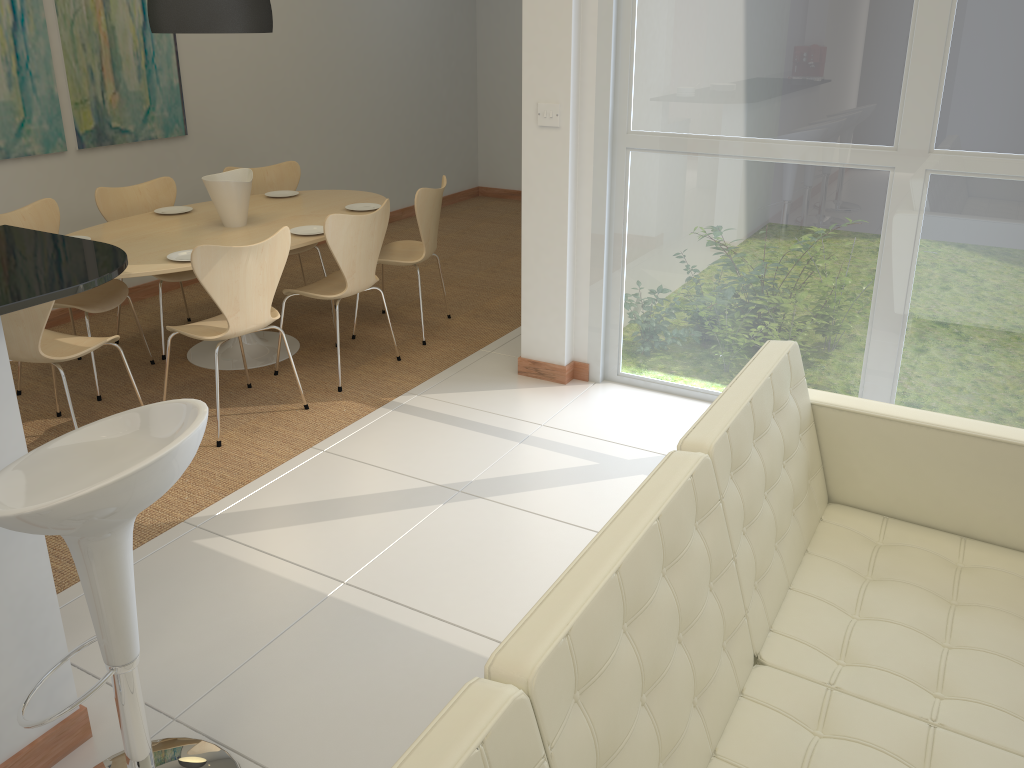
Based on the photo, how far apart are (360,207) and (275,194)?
0.73m

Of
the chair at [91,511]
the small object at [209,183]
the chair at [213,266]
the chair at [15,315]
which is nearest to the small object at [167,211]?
the small object at [209,183]

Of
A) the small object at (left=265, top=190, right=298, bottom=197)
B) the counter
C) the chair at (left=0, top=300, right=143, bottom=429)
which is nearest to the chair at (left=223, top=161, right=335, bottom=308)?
the small object at (left=265, top=190, right=298, bottom=197)

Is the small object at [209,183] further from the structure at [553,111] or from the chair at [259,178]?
the structure at [553,111]

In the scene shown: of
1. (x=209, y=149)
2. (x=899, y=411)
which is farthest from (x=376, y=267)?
(x=899, y=411)

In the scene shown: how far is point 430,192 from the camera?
4.9m

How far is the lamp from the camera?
4.1m

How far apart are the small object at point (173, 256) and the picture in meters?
1.6 m

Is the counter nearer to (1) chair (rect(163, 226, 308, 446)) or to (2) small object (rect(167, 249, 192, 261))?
(1) chair (rect(163, 226, 308, 446))

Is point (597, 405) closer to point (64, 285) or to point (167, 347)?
point (167, 347)
